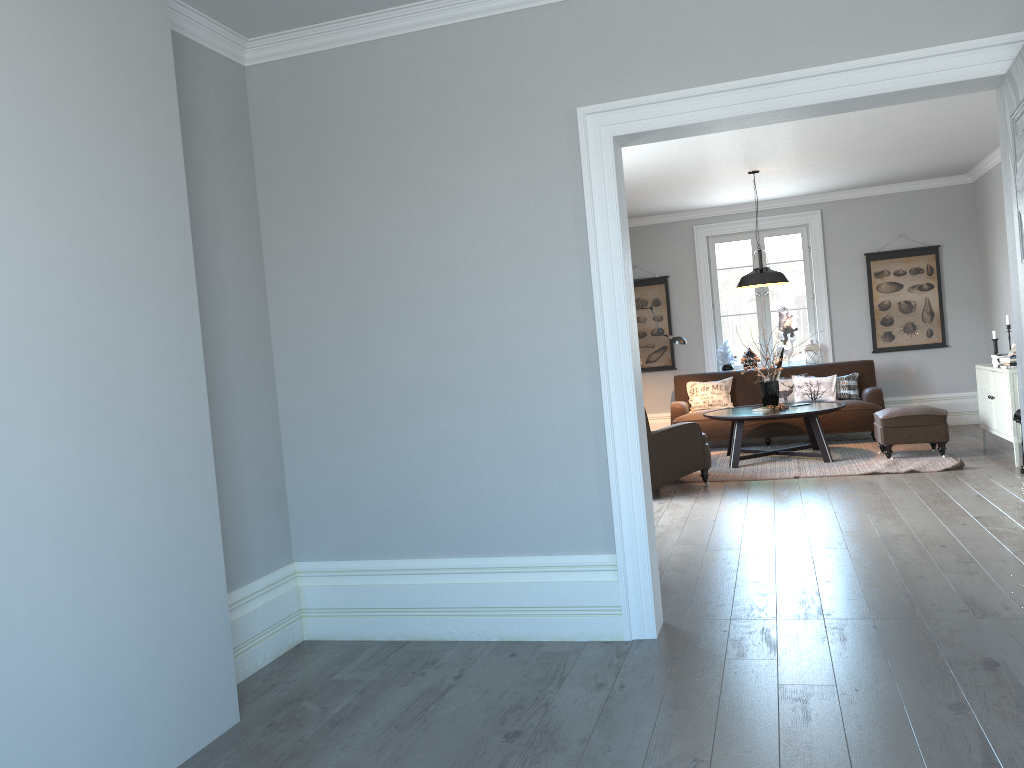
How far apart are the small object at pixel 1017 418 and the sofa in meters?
2.3 m

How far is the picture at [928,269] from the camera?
9.86m

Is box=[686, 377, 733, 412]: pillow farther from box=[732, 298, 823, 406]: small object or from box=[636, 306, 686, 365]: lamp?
box=[732, 298, 823, 406]: small object

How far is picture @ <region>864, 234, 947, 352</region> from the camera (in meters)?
9.86

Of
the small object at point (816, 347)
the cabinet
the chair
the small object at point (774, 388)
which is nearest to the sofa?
the small object at point (816, 347)

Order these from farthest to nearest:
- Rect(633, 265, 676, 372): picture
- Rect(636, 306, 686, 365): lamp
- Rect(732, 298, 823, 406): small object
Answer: Rect(633, 265, 676, 372): picture < Rect(636, 306, 686, 365): lamp < Rect(732, 298, 823, 406): small object

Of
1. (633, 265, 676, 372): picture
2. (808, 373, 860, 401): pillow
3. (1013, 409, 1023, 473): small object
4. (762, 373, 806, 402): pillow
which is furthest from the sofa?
(1013, 409, 1023, 473): small object

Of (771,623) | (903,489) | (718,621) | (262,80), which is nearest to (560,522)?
(718,621)

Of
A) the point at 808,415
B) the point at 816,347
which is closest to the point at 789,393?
the point at 816,347

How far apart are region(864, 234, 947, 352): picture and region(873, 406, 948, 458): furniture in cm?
214
